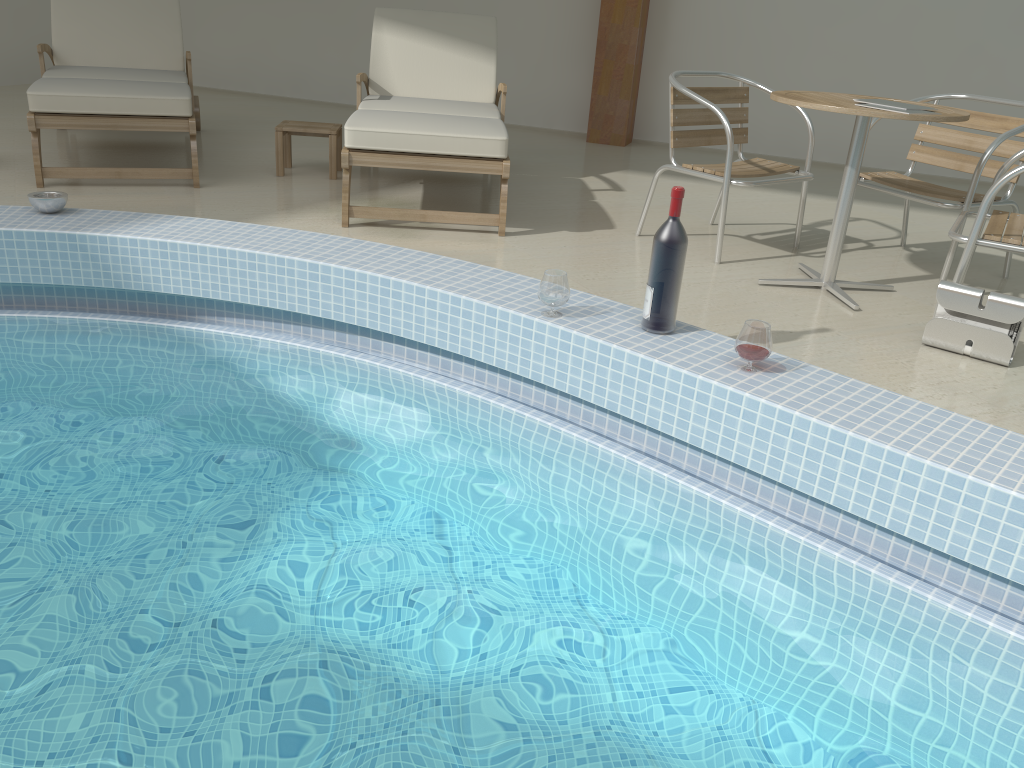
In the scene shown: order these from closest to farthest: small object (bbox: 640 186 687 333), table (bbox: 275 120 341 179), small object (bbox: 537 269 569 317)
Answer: small object (bbox: 640 186 687 333)
small object (bbox: 537 269 569 317)
table (bbox: 275 120 341 179)

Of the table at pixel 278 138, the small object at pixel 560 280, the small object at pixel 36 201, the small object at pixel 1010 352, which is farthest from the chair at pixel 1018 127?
the small object at pixel 36 201

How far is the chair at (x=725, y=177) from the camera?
3.7m

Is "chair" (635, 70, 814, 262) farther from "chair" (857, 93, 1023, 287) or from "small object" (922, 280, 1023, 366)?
"small object" (922, 280, 1023, 366)

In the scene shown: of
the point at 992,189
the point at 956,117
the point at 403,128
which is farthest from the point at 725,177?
the point at 403,128

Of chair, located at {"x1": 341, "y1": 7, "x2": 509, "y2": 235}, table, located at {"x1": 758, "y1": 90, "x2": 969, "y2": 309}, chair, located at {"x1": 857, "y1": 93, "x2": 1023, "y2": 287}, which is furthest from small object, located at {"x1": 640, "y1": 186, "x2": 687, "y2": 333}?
chair, located at {"x1": 857, "y1": 93, "x2": 1023, "y2": 287}

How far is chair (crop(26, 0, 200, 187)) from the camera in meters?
4.1

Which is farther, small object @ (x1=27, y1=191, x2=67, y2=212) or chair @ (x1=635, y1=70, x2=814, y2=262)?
chair @ (x1=635, y1=70, x2=814, y2=262)

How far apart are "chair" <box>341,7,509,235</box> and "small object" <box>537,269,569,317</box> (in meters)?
1.22

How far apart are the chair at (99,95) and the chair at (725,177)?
2.2m
